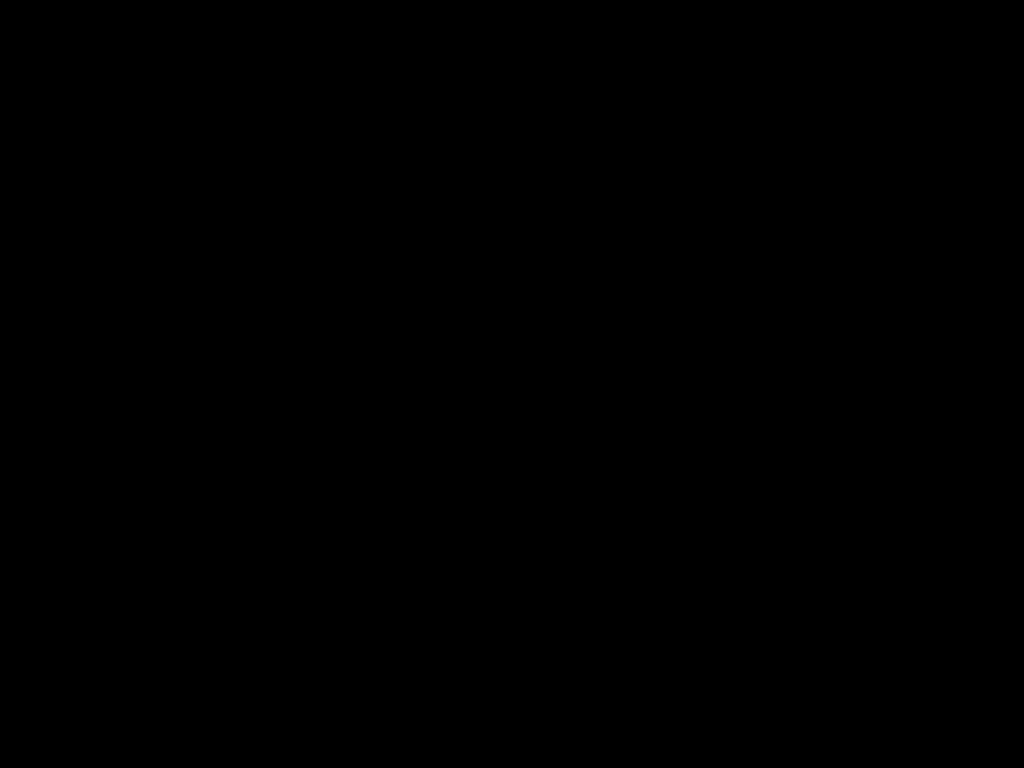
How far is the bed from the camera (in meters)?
0.22

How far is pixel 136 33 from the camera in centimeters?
22cm

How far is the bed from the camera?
0.2 meters
